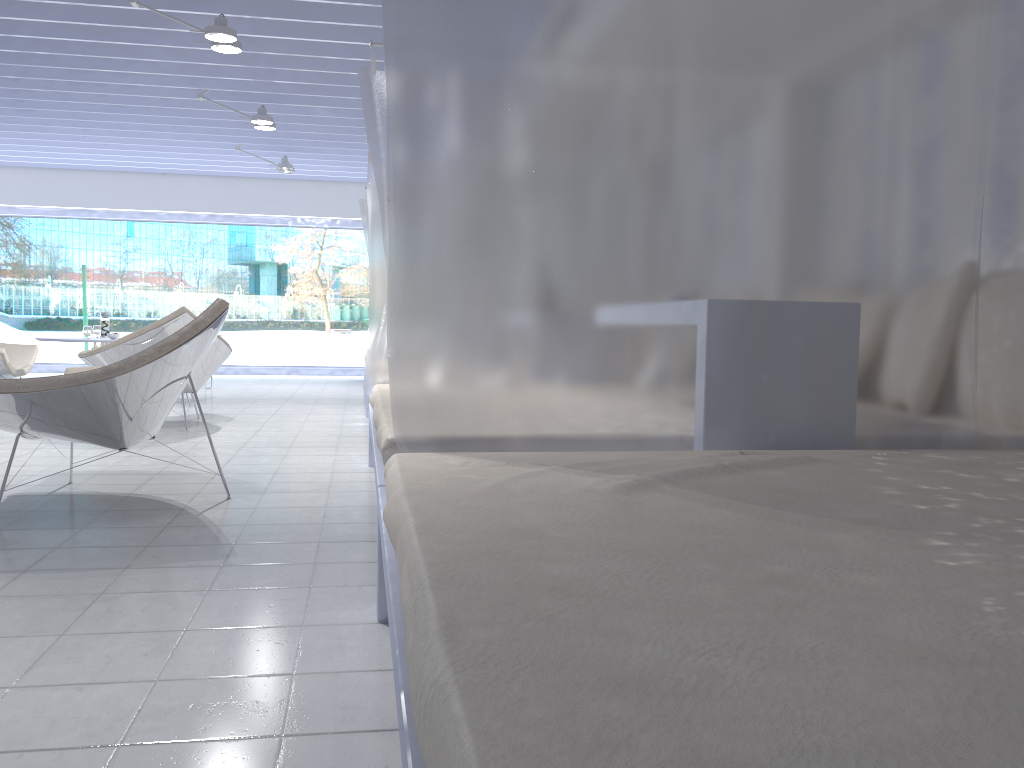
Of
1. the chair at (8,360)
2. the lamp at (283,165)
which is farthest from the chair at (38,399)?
the lamp at (283,165)

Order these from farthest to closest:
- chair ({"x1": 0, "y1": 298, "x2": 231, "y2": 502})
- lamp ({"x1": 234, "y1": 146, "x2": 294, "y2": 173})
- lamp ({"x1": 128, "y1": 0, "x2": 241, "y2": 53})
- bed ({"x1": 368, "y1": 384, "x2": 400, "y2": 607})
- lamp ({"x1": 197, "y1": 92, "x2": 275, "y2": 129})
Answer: lamp ({"x1": 234, "y1": 146, "x2": 294, "y2": 173}) < lamp ({"x1": 197, "y1": 92, "x2": 275, "y2": 129}) < lamp ({"x1": 128, "y1": 0, "x2": 241, "y2": 53}) < chair ({"x1": 0, "y1": 298, "x2": 231, "y2": 502}) < bed ({"x1": 368, "y1": 384, "x2": 400, "y2": 607})

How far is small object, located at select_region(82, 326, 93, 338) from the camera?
5.9m

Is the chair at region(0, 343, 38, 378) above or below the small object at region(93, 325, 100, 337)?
below

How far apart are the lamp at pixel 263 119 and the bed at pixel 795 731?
5.7m

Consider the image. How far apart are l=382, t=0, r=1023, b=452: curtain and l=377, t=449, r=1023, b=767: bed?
0.1m

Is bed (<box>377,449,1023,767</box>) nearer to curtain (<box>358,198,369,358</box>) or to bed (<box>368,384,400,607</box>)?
A: bed (<box>368,384,400,607</box>)

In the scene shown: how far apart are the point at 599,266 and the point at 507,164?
0.3m

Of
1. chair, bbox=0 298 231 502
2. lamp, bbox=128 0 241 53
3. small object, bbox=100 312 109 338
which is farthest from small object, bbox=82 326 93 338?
chair, bbox=0 298 231 502

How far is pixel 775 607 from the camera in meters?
0.9 m
